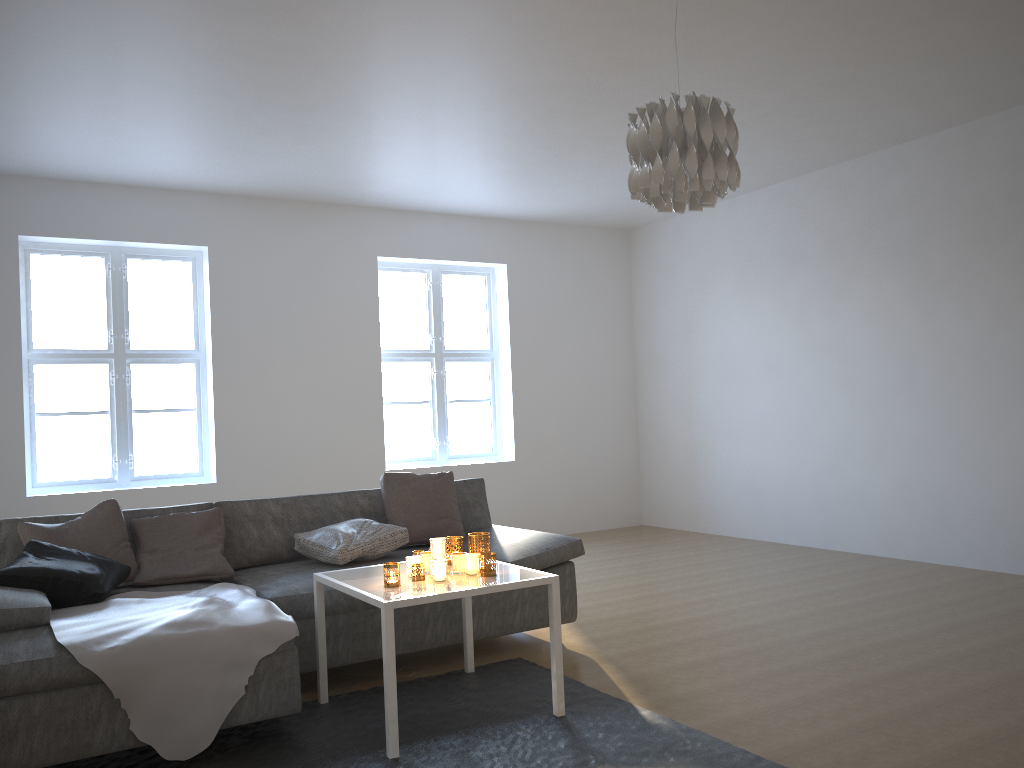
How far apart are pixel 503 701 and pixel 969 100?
4.3 meters

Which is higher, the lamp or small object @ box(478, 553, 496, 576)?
the lamp

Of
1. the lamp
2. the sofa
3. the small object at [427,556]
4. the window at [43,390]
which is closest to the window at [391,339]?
the window at [43,390]

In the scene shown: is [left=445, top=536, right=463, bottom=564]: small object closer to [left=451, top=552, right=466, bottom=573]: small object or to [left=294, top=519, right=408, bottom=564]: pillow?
[left=451, top=552, right=466, bottom=573]: small object

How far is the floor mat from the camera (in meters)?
2.78

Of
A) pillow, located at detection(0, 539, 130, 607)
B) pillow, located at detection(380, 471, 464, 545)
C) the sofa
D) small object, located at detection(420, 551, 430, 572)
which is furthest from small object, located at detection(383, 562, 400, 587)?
pillow, located at detection(380, 471, 464, 545)

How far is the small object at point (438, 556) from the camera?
3.18m

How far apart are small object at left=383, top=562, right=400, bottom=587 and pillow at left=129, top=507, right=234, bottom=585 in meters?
1.1 m

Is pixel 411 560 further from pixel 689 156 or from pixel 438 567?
pixel 689 156

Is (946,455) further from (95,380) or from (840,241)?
(95,380)
